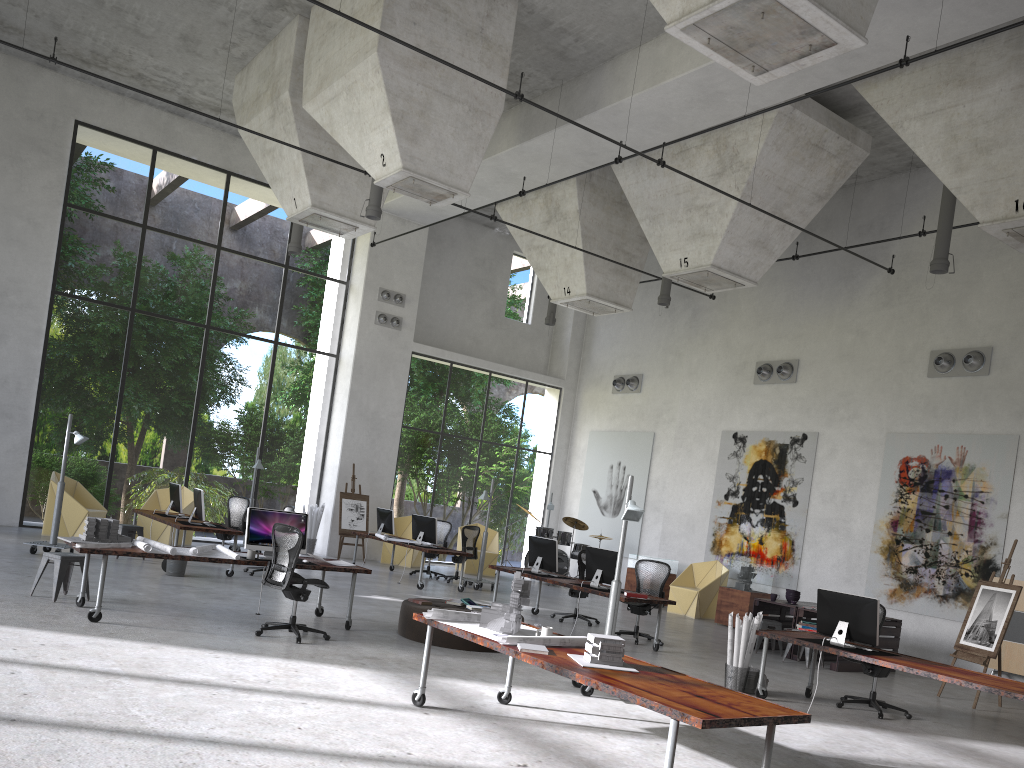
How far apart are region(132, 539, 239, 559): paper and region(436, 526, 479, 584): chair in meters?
7.8

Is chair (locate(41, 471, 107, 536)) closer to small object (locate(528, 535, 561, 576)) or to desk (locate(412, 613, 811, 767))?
small object (locate(528, 535, 561, 576))

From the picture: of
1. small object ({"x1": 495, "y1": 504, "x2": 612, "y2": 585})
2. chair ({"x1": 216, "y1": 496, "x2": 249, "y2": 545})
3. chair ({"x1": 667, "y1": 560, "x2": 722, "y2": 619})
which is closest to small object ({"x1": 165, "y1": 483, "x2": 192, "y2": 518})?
chair ({"x1": 216, "y1": 496, "x2": 249, "y2": 545})

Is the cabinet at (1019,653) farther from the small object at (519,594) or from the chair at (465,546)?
the small object at (519,594)

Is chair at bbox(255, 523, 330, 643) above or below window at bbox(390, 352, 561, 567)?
below

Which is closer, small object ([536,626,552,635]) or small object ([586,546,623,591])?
small object ([536,626,552,635])

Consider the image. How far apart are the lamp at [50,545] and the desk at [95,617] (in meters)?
4.21

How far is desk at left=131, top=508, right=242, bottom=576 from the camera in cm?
1282

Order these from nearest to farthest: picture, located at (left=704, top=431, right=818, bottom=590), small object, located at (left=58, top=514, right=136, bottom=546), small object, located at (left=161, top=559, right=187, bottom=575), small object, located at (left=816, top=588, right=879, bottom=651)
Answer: small object, located at (left=816, top=588, right=879, bottom=651) < small object, located at (left=58, top=514, right=136, bottom=546) < small object, located at (left=161, top=559, right=187, bottom=575) < picture, located at (left=704, top=431, right=818, bottom=590)

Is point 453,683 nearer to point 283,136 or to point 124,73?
point 283,136
